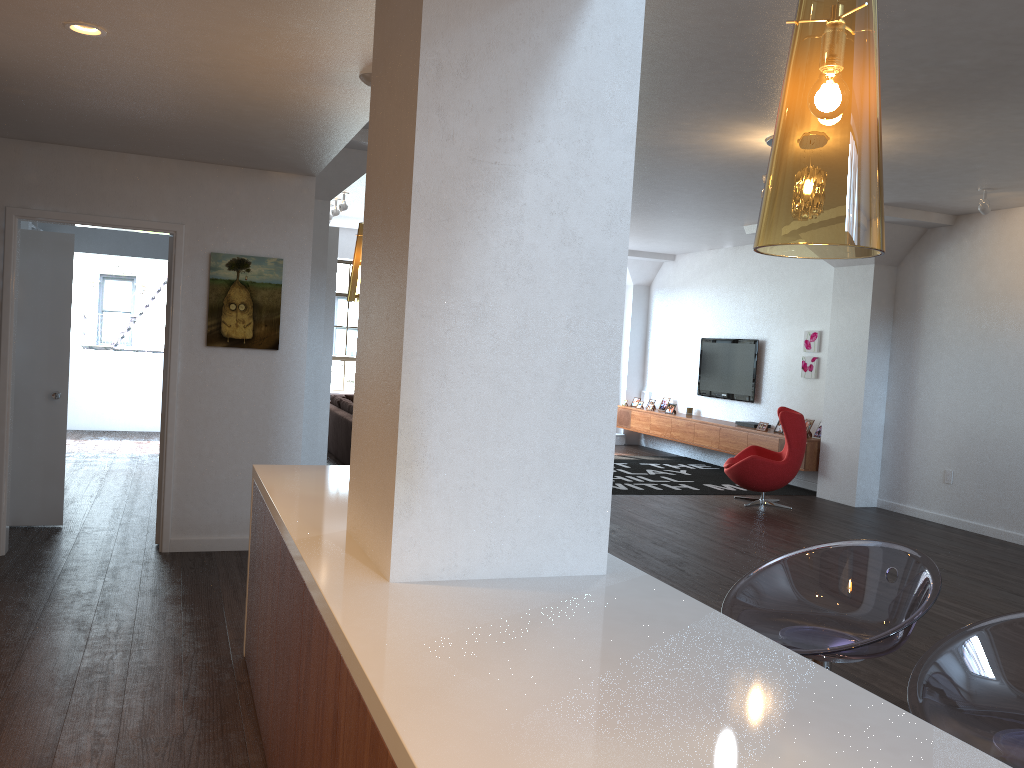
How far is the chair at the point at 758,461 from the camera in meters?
8.8 m

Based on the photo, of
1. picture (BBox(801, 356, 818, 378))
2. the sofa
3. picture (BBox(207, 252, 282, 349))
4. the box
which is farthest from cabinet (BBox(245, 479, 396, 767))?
the box

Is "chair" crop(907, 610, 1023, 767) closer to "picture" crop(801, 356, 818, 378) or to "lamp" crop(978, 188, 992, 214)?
"lamp" crop(978, 188, 992, 214)

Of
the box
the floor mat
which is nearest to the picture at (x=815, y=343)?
the floor mat

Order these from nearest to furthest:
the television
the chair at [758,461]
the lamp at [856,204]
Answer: the lamp at [856,204] < the chair at [758,461] < the television

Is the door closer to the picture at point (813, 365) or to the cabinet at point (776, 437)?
the cabinet at point (776, 437)

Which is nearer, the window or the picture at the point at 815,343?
the picture at the point at 815,343

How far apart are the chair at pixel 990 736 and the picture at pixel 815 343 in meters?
8.9 m

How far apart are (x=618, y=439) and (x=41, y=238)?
9.5 meters

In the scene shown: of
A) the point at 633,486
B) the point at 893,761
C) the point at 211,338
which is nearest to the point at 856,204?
the point at 893,761
